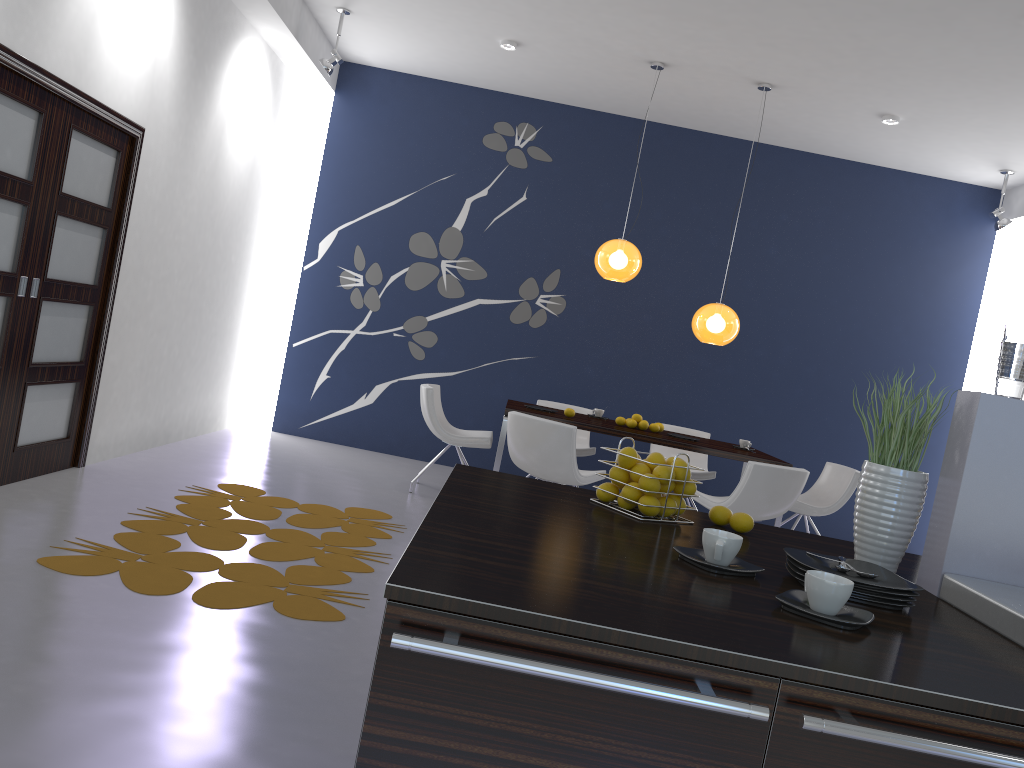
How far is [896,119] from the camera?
6.75m

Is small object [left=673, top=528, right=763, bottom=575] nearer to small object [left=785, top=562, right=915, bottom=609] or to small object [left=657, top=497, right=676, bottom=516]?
small object [left=785, top=562, right=915, bottom=609]

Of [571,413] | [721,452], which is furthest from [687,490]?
[571,413]

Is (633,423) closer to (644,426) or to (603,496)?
(644,426)

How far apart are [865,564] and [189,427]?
6.1 meters

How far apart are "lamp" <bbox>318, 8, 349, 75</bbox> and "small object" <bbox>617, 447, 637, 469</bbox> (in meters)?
5.53

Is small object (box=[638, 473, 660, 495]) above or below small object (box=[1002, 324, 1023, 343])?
below

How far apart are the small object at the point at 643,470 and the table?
4.0 meters

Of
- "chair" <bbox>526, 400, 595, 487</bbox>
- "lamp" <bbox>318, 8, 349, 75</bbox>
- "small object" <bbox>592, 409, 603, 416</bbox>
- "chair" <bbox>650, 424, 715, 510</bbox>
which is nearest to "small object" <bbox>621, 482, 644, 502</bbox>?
"small object" <bbox>592, 409, 603, 416</bbox>

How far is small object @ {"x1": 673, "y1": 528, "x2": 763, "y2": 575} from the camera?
1.69m
